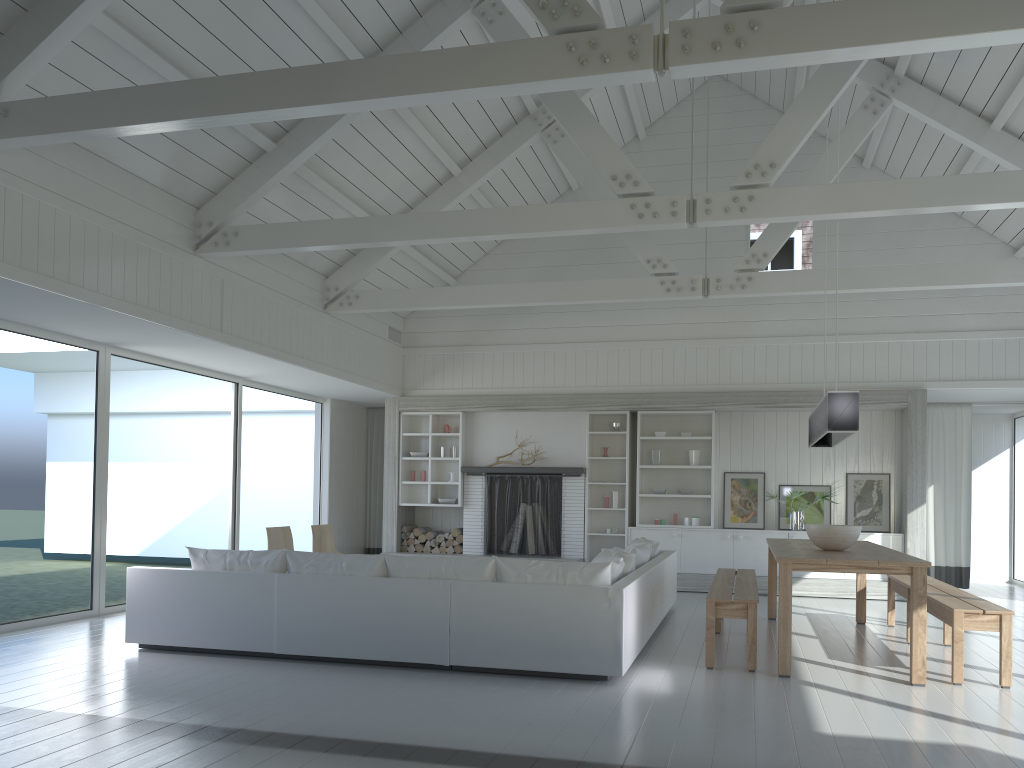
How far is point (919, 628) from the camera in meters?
5.3

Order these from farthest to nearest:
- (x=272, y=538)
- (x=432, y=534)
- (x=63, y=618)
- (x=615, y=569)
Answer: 1. (x=432, y=534)
2. (x=272, y=538)
3. (x=63, y=618)
4. (x=615, y=569)

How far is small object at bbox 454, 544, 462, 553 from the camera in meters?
11.4

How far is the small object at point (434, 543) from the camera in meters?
11.5 m

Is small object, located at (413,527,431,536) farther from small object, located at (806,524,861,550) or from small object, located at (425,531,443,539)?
small object, located at (806,524,861,550)

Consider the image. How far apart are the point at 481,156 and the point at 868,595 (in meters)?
6.49

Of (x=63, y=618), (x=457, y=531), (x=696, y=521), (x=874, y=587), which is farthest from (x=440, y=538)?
(x=874, y=587)

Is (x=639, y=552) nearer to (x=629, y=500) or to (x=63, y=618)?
(x=629, y=500)

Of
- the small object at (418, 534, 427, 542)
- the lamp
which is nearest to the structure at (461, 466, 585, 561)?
the small object at (418, 534, 427, 542)

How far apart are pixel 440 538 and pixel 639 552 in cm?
479
